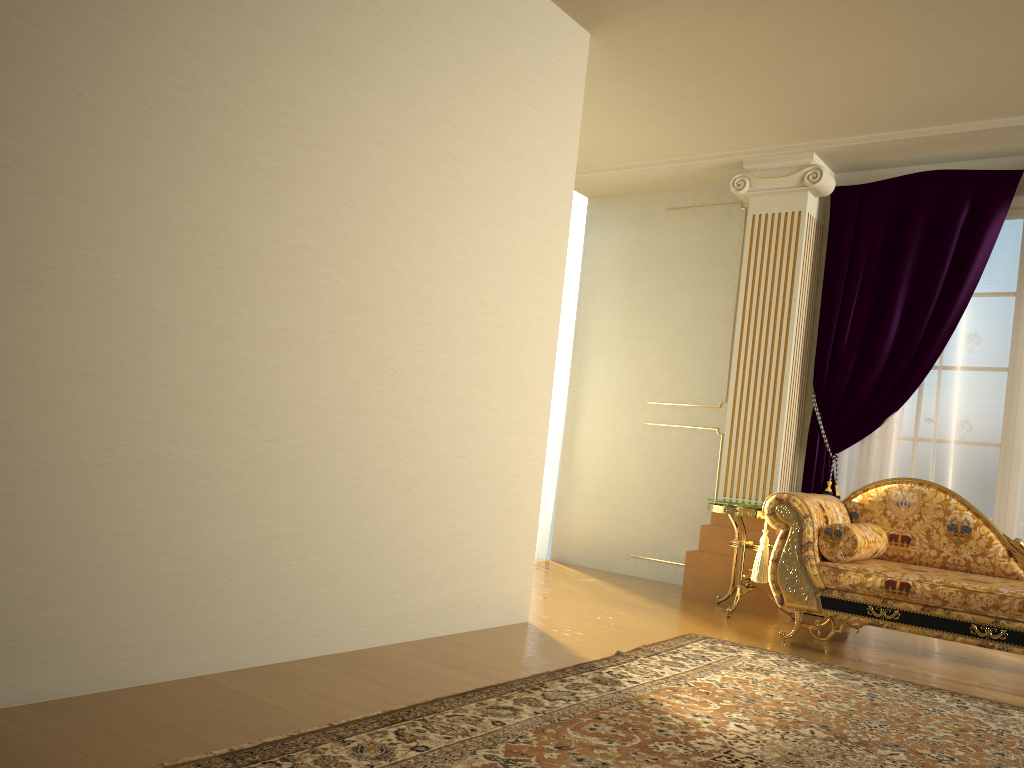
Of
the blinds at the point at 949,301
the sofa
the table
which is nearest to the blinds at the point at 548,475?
the table

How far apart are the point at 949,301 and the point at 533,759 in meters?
3.9 m

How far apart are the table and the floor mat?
0.7 meters

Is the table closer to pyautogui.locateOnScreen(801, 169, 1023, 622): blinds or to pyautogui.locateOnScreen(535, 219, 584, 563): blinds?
pyautogui.locateOnScreen(801, 169, 1023, 622): blinds

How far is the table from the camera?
4.77m

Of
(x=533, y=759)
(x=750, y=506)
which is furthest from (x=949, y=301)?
(x=533, y=759)

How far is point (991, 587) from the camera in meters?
3.7

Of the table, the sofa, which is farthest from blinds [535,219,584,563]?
the sofa

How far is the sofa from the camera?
3.7m

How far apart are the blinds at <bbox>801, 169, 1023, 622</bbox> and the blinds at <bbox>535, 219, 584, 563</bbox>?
1.8 meters
